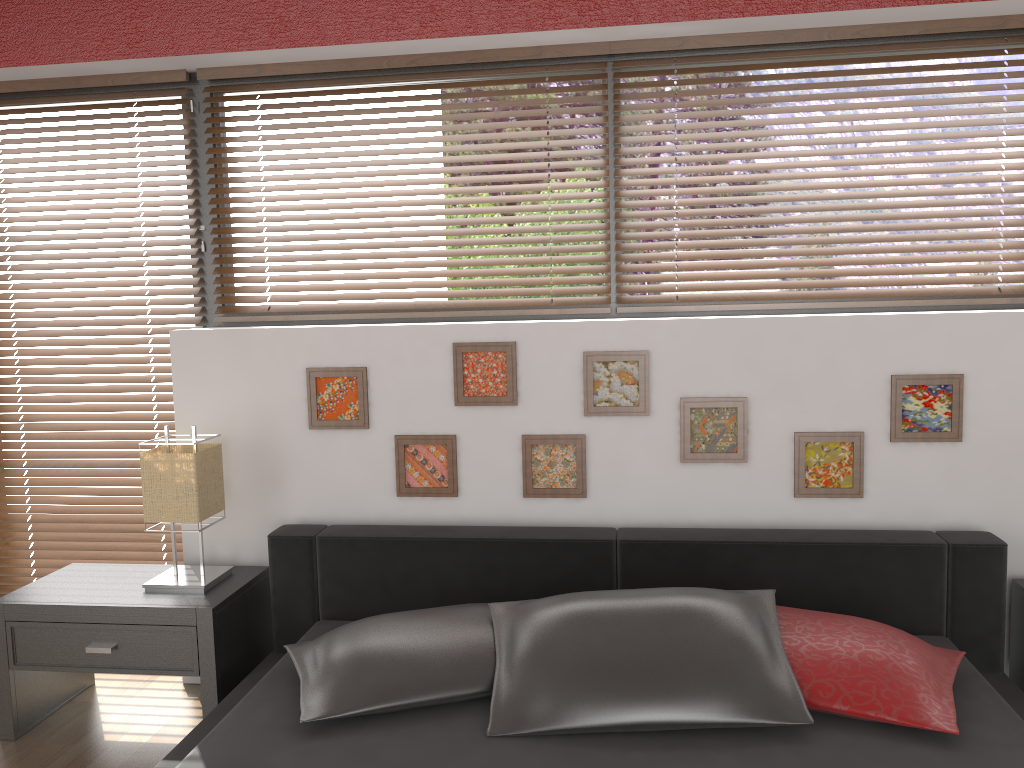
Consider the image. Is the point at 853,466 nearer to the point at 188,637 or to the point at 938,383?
the point at 938,383

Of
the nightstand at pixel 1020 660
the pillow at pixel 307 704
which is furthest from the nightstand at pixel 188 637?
the nightstand at pixel 1020 660

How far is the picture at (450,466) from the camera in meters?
2.8

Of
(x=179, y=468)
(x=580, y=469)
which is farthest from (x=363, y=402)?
(x=580, y=469)

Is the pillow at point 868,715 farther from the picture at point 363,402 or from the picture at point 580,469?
the picture at point 363,402

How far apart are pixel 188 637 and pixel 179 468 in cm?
49

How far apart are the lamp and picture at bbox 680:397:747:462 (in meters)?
1.45

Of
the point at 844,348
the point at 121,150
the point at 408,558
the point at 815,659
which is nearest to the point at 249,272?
the point at 121,150

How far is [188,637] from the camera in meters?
2.5

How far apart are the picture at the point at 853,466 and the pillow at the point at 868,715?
0.5m
